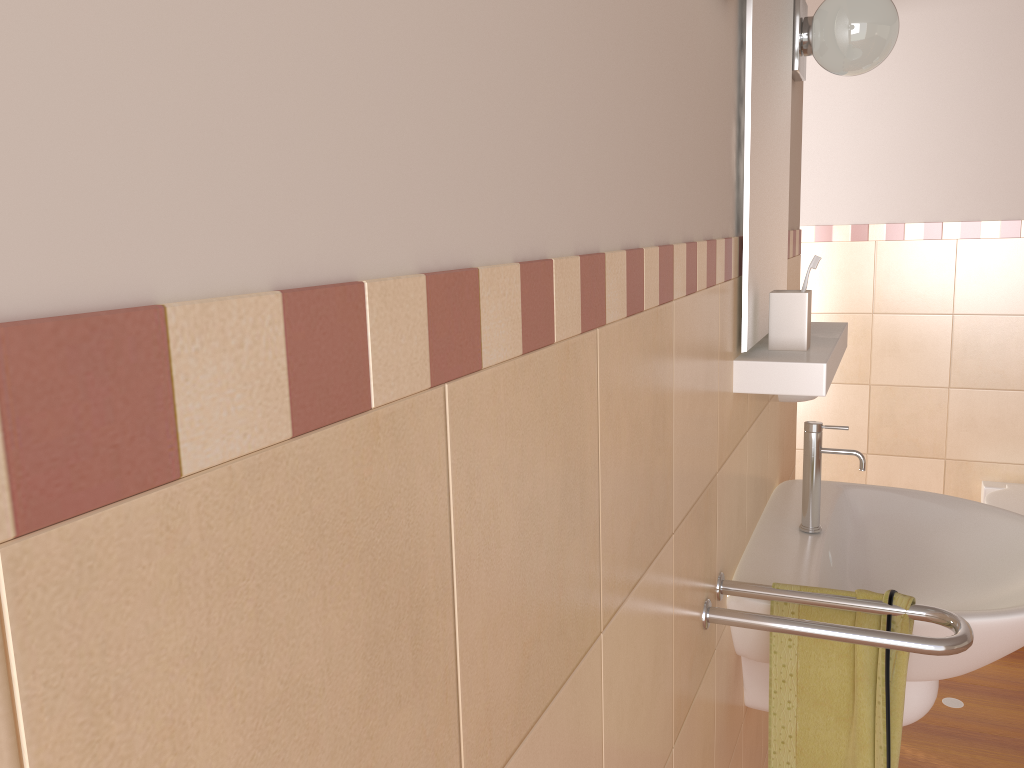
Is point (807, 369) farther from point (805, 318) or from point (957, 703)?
point (957, 703)

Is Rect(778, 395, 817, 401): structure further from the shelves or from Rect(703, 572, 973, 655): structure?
Rect(703, 572, 973, 655): structure

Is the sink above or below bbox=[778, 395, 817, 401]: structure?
below

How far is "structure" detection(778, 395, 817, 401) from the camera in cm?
185

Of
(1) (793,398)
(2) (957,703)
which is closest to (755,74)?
(1) (793,398)

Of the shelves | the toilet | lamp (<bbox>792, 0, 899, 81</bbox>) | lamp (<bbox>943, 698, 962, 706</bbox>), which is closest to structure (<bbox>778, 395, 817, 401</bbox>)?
the shelves

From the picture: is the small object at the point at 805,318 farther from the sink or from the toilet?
the toilet

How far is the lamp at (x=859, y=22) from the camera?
1.7m

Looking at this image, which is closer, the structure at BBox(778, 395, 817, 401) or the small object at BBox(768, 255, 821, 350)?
the small object at BBox(768, 255, 821, 350)

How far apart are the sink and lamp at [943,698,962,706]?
1.18m
